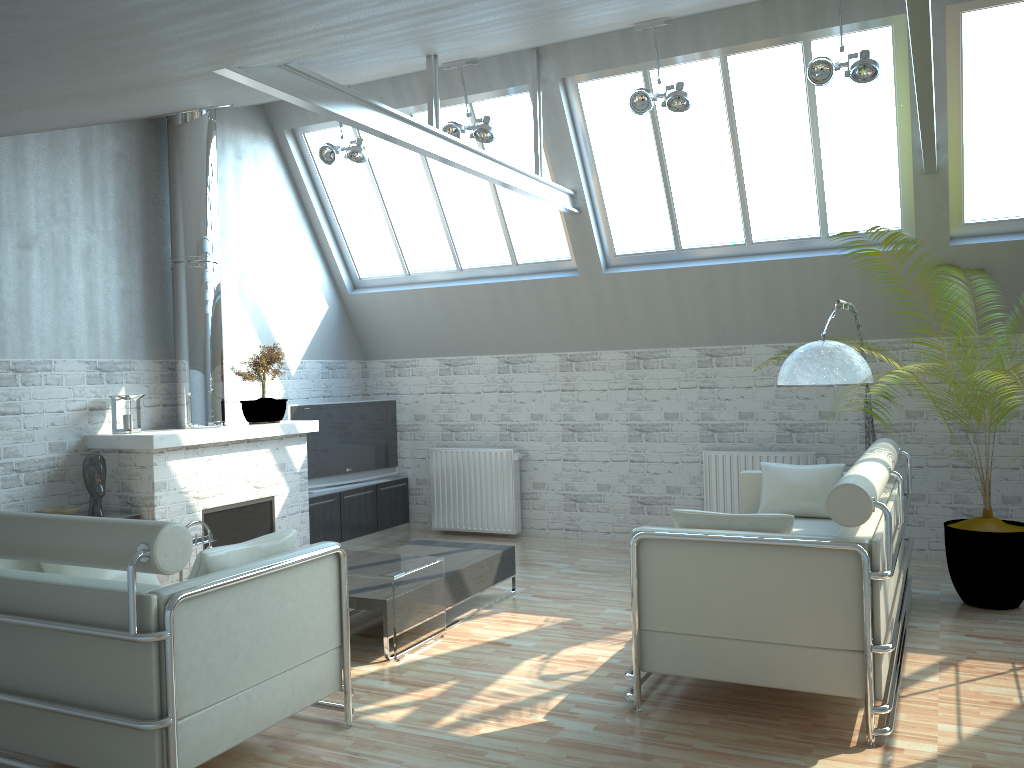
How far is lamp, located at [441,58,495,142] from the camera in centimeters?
1248cm

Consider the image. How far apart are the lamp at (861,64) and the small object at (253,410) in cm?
Result: 845

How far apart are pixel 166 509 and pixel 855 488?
8.6m

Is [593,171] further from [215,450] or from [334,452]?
[215,450]

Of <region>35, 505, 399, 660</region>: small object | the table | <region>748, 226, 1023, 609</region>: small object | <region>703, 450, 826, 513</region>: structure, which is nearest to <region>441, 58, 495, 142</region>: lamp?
<region>703, 450, 826, 513</region>: structure

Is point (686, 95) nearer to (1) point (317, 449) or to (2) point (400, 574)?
(2) point (400, 574)

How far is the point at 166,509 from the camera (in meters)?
11.55

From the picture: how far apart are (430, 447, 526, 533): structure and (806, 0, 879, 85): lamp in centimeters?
782cm

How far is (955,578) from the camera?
10.6 meters

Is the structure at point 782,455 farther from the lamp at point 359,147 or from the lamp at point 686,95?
the lamp at point 359,147
